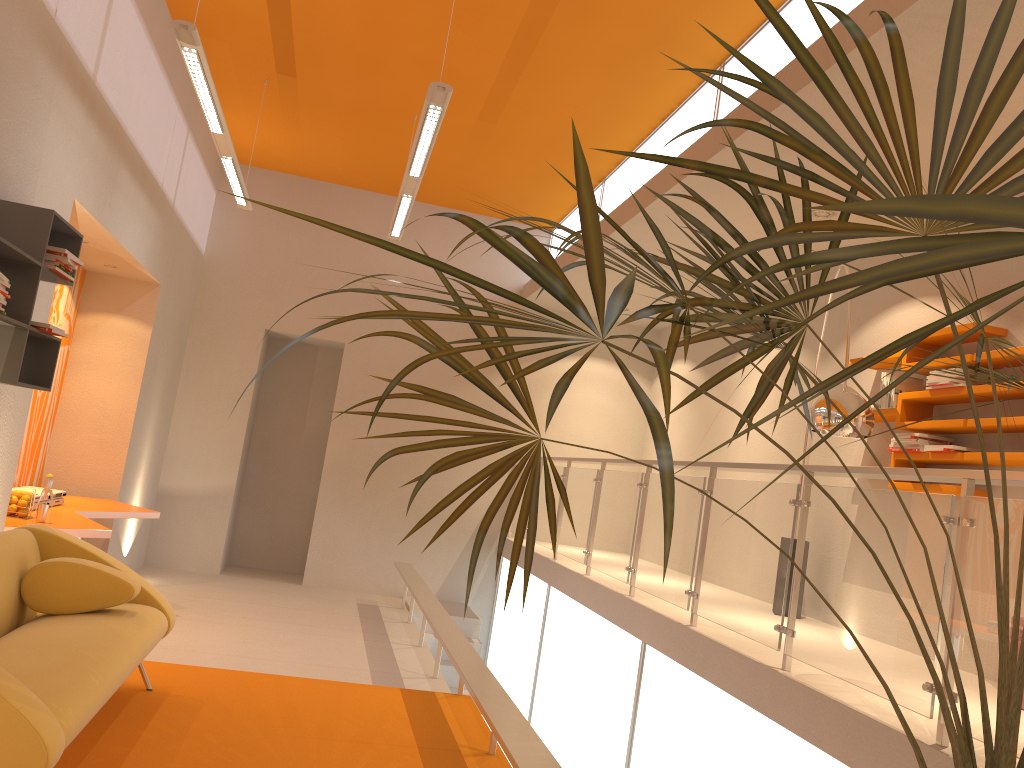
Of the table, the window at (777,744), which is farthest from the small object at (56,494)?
the window at (777,744)

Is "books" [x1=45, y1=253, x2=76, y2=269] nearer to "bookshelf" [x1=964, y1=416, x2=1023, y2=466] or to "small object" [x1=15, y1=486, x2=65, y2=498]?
"small object" [x1=15, y1=486, x2=65, y2=498]

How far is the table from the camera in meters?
5.2

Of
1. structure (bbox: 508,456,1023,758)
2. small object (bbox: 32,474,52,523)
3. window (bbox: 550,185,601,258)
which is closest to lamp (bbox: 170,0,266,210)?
small object (bbox: 32,474,52,523)

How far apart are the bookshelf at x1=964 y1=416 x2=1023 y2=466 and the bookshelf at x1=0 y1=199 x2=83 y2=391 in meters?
4.6 m

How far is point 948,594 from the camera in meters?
4.9 m

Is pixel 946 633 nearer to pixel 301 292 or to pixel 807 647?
pixel 807 647

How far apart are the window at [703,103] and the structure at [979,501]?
2.2 meters

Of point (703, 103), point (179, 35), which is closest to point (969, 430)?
point (703, 103)

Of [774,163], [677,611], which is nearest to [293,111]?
[677,611]
